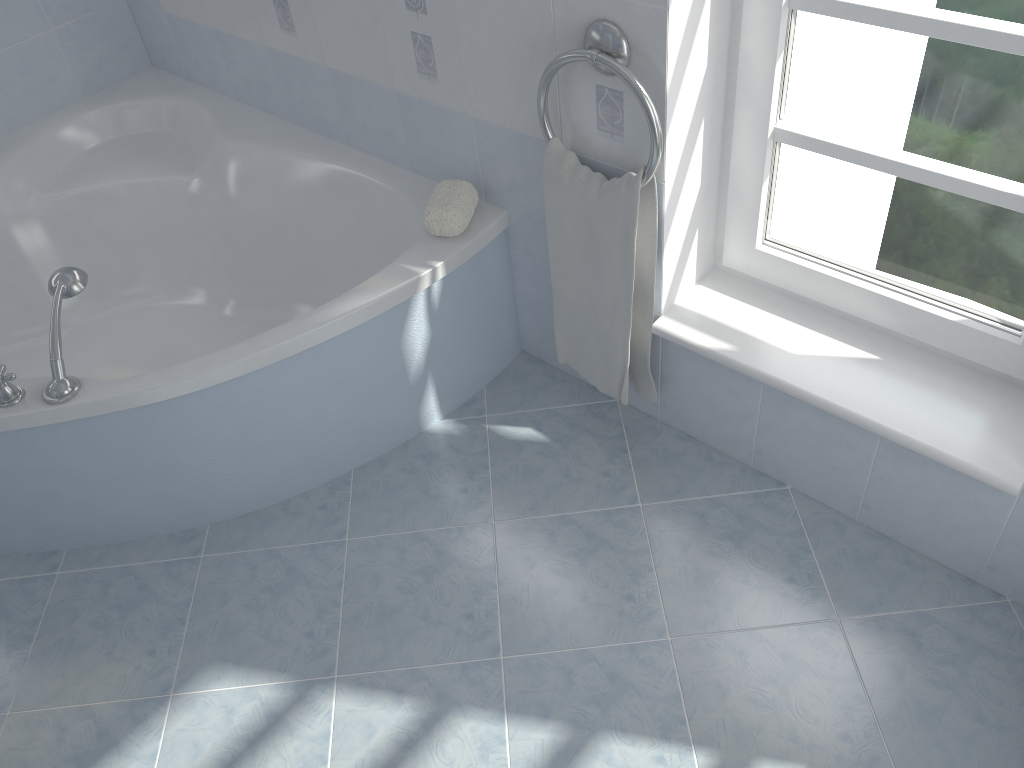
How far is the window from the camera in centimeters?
143cm

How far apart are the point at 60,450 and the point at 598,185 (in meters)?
1.23

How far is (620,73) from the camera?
1.6 meters

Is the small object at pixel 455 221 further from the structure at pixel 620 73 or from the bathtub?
the structure at pixel 620 73

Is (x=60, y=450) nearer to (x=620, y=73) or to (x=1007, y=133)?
(x=620, y=73)

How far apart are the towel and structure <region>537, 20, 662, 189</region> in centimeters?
1cm

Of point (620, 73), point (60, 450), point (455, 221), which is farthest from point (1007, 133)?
point (60, 450)

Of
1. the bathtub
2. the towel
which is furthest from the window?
the bathtub

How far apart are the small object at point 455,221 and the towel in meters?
0.2

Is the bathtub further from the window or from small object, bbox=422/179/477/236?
the window
